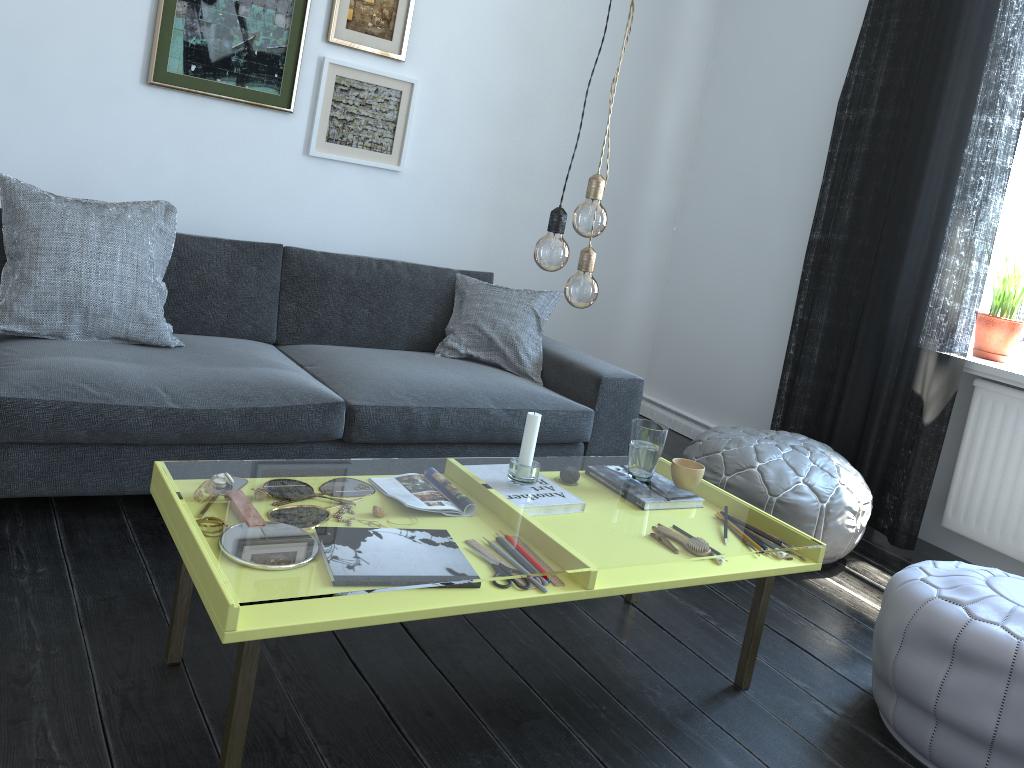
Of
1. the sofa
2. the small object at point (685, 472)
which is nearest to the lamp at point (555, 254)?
the small object at point (685, 472)

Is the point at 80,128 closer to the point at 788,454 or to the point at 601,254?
the point at 601,254

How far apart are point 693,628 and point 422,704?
0.9m

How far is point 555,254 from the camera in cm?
177

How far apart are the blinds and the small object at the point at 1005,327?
0.3 meters

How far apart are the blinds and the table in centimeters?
143cm

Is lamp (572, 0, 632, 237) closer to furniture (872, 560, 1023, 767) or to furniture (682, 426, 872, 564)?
furniture (872, 560, 1023, 767)

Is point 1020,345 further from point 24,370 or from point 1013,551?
point 24,370

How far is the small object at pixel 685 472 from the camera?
2.30m

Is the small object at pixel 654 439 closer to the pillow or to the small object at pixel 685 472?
the small object at pixel 685 472
